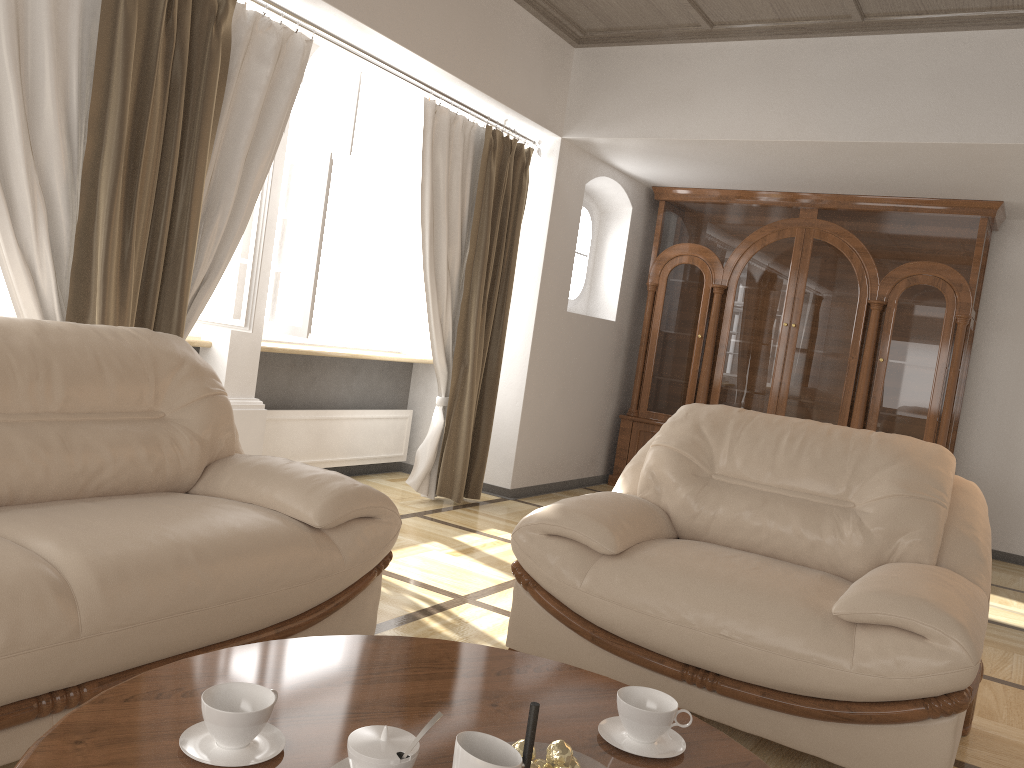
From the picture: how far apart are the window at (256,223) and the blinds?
0.3 meters

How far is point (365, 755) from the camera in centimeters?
117cm

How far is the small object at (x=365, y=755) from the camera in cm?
117

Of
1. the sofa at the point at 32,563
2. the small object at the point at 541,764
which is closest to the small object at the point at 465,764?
the small object at the point at 541,764

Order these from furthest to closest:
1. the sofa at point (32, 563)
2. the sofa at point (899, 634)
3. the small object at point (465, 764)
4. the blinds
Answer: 1. the blinds
2. the sofa at point (899, 634)
3. the sofa at point (32, 563)
4. the small object at point (465, 764)

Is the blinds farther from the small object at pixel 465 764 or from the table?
the small object at pixel 465 764

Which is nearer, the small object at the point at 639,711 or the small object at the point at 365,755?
the small object at the point at 365,755

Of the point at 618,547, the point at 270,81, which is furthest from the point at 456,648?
the point at 270,81

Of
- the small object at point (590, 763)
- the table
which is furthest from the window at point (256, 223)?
the small object at point (590, 763)

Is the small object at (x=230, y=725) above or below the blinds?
below
